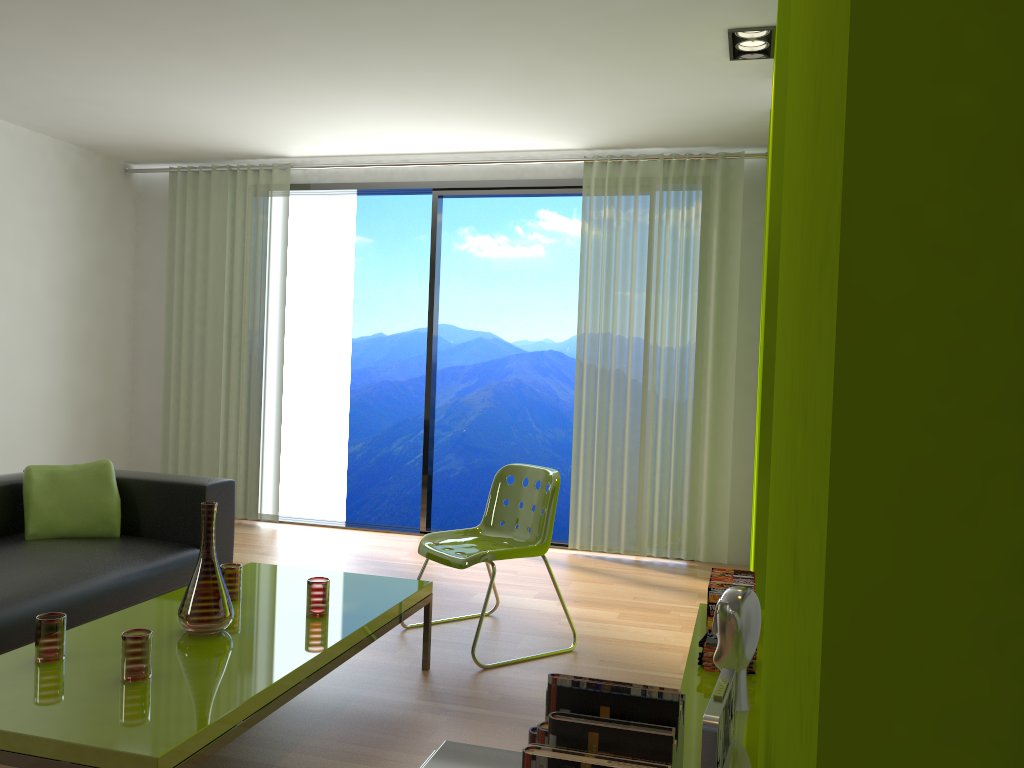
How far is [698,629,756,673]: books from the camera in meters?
2.5 m

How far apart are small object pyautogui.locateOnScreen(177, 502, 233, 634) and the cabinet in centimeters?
148cm

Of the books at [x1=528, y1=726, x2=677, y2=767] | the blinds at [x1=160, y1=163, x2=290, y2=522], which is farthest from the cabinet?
the blinds at [x1=160, y1=163, x2=290, y2=522]

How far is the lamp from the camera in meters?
3.8

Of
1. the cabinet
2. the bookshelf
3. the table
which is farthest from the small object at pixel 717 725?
the table

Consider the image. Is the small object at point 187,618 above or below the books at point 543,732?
below

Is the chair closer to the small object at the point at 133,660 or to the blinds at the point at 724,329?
the small object at the point at 133,660

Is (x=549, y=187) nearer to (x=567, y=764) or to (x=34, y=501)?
(x=34, y=501)

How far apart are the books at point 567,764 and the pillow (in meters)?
3.46

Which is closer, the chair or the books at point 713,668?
the books at point 713,668
